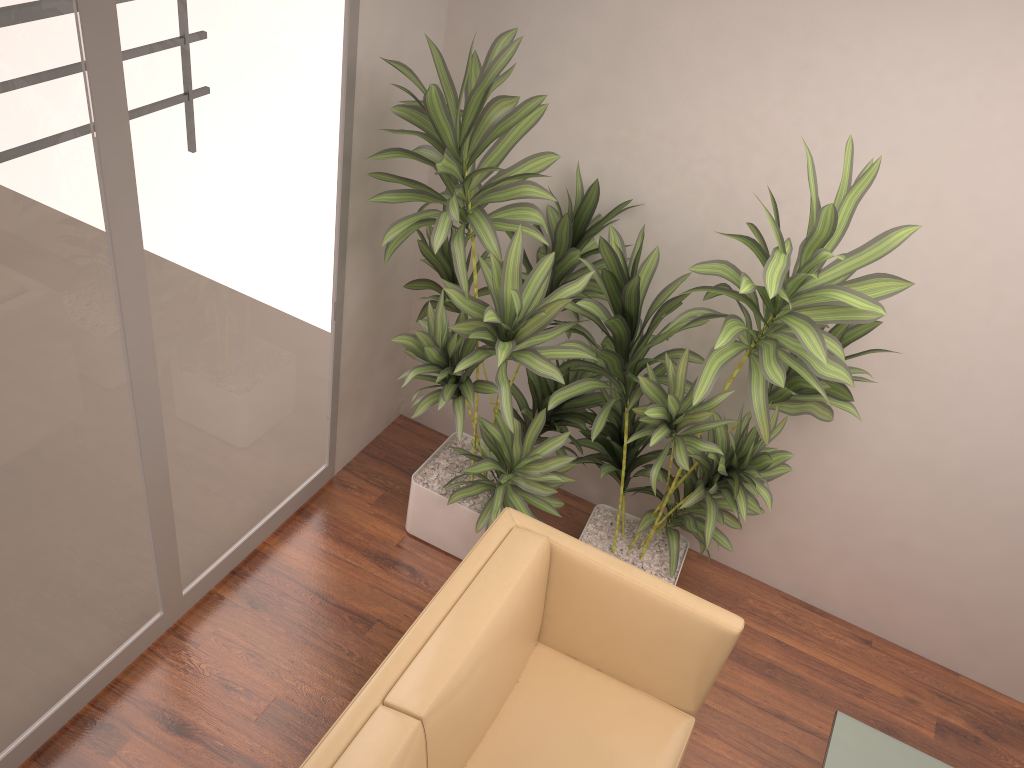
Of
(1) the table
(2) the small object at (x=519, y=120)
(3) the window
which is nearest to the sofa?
(2) the small object at (x=519, y=120)

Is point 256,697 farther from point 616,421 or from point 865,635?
point 865,635

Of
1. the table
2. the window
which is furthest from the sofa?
the window

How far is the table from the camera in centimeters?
266cm

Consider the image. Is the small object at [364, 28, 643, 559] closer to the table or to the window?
the window

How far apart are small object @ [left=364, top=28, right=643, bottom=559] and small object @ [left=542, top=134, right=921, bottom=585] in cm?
5

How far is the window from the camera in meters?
2.1 m

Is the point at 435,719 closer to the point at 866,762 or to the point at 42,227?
the point at 866,762

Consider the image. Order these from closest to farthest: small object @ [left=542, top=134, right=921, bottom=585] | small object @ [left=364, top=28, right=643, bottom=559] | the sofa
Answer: the sofa
small object @ [left=542, top=134, right=921, bottom=585]
small object @ [left=364, top=28, right=643, bottom=559]

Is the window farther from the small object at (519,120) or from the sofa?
the sofa
